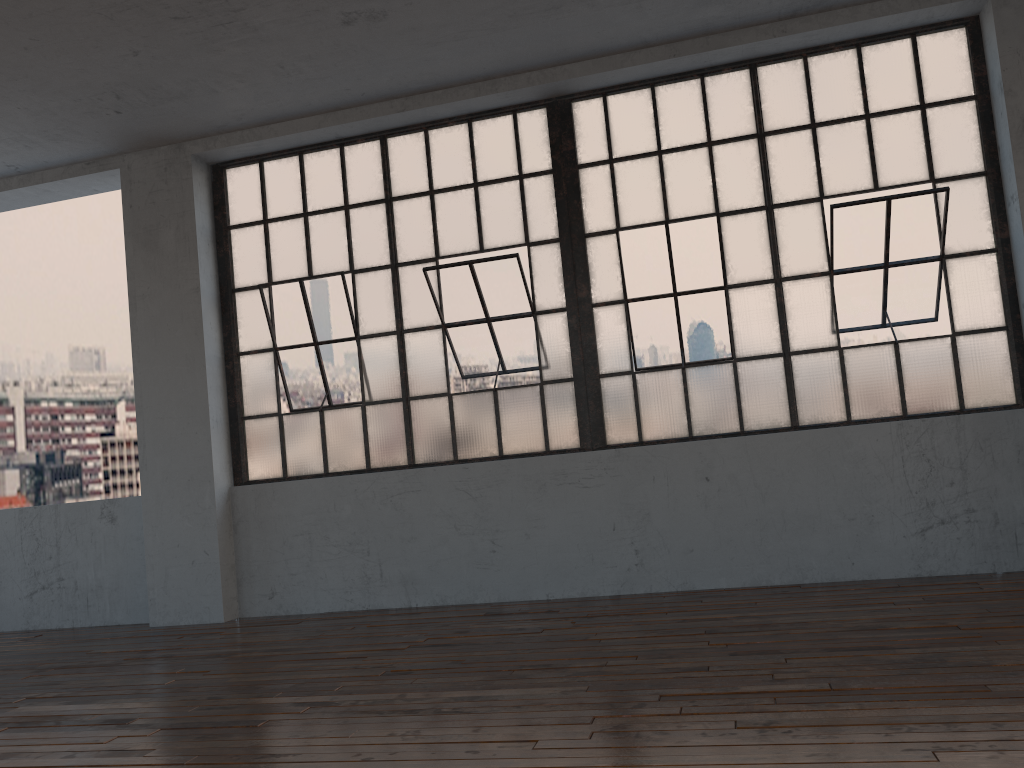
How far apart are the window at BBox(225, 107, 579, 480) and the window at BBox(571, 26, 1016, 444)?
0.21m

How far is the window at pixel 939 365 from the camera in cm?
511

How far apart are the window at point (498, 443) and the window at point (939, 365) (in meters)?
0.21

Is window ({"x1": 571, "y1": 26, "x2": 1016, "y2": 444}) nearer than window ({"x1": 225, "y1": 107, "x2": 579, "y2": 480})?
Yes

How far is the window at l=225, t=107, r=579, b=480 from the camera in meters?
5.7

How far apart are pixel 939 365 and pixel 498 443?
2.7 meters

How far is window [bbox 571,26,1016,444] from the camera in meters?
5.1 m
